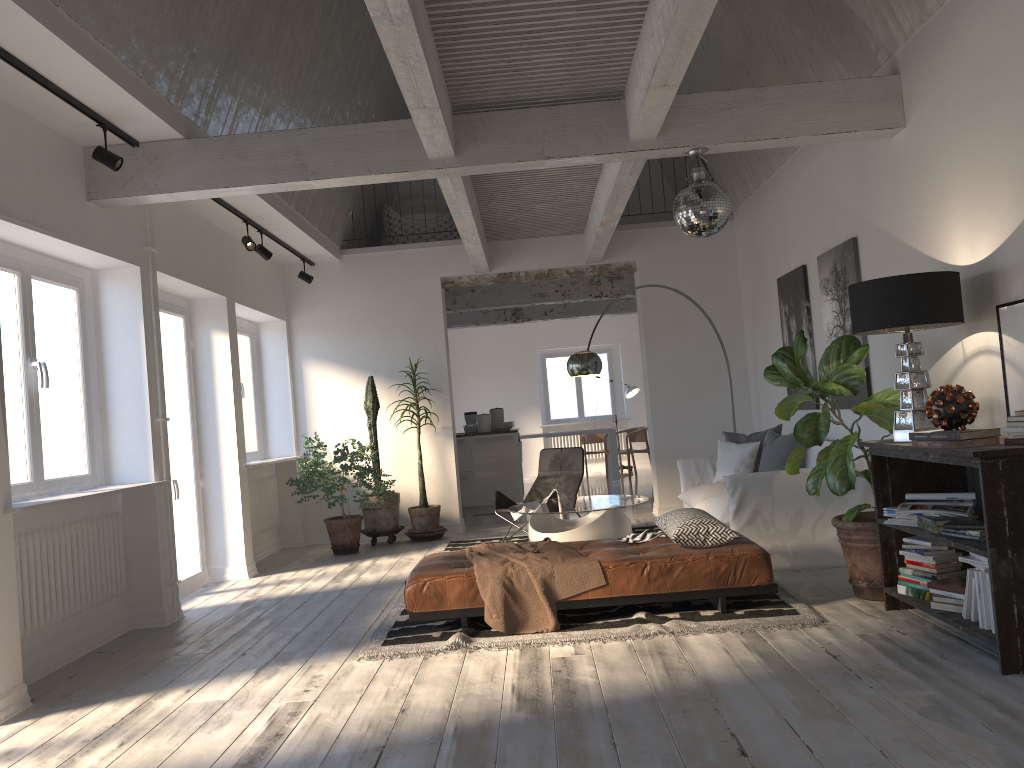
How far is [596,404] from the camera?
17.1m

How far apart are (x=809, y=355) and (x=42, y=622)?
5.7 meters

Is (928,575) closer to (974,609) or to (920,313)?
(974,609)

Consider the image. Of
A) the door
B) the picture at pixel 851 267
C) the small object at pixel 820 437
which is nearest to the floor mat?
the small object at pixel 820 437

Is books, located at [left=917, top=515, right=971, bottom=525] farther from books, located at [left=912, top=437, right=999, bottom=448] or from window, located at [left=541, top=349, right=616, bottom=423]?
window, located at [left=541, top=349, right=616, bottom=423]

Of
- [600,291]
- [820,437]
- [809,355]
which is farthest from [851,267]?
[600,291]

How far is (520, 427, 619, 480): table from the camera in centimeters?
1421cm

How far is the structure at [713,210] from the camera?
5.1m

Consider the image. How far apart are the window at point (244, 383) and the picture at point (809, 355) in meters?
5.2

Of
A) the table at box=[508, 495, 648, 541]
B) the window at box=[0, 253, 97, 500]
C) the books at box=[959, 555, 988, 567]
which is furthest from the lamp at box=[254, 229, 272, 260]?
the books at box=[959, 555, 988, 567]
